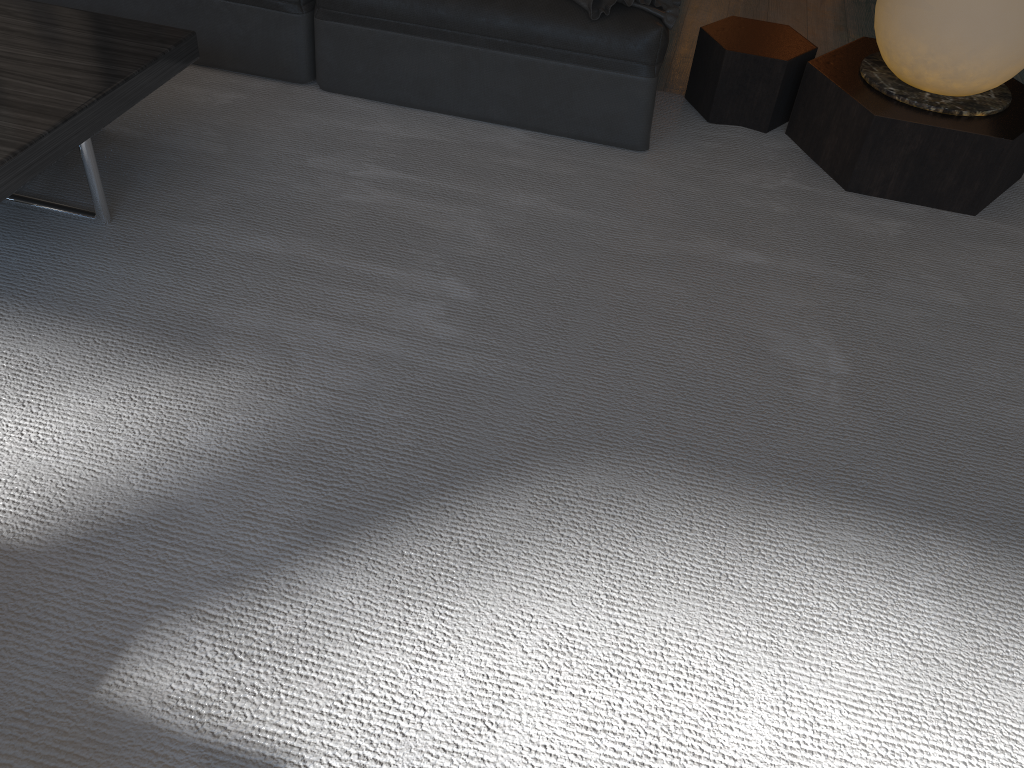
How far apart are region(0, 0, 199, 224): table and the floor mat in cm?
2

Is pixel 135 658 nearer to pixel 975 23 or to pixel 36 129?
pixel 36 129

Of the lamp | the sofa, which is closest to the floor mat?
the sofa

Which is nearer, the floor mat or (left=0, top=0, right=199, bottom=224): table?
the floor mat

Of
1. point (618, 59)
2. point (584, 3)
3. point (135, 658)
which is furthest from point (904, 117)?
point (135, 658)

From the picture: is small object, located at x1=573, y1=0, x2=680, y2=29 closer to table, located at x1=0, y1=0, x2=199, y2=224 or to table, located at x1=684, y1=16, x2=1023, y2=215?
table, located at x1=684, y1=16, x2=1023, y2=215

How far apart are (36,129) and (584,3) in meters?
1.4

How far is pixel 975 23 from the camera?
2.2 meters

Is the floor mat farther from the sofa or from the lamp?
the lamp

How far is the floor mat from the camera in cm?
129
